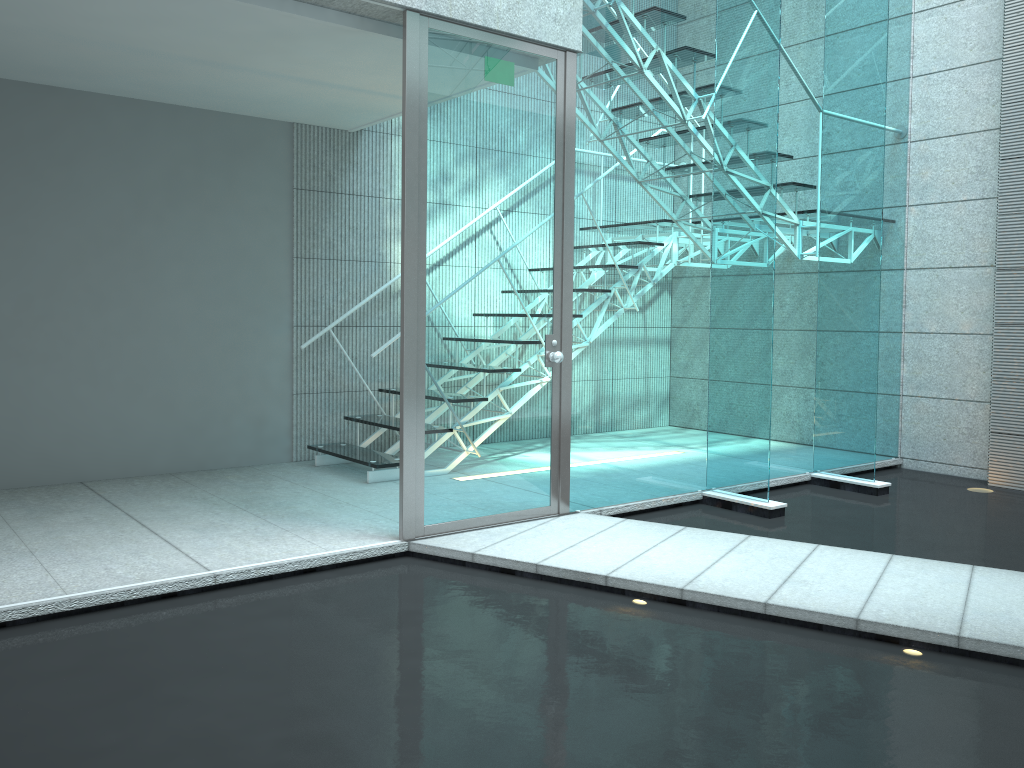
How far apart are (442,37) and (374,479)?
2.3m

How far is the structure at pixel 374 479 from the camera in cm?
467

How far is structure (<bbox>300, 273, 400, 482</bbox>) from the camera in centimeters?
467cm

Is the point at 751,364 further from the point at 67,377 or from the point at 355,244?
the point at 67,377

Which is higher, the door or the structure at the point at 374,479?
the door

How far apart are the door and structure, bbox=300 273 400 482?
1.03m

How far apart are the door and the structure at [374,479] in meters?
1.0 m

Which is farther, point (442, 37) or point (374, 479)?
point (374, 479)

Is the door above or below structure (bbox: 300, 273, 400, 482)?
above

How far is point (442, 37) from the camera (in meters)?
3.44
